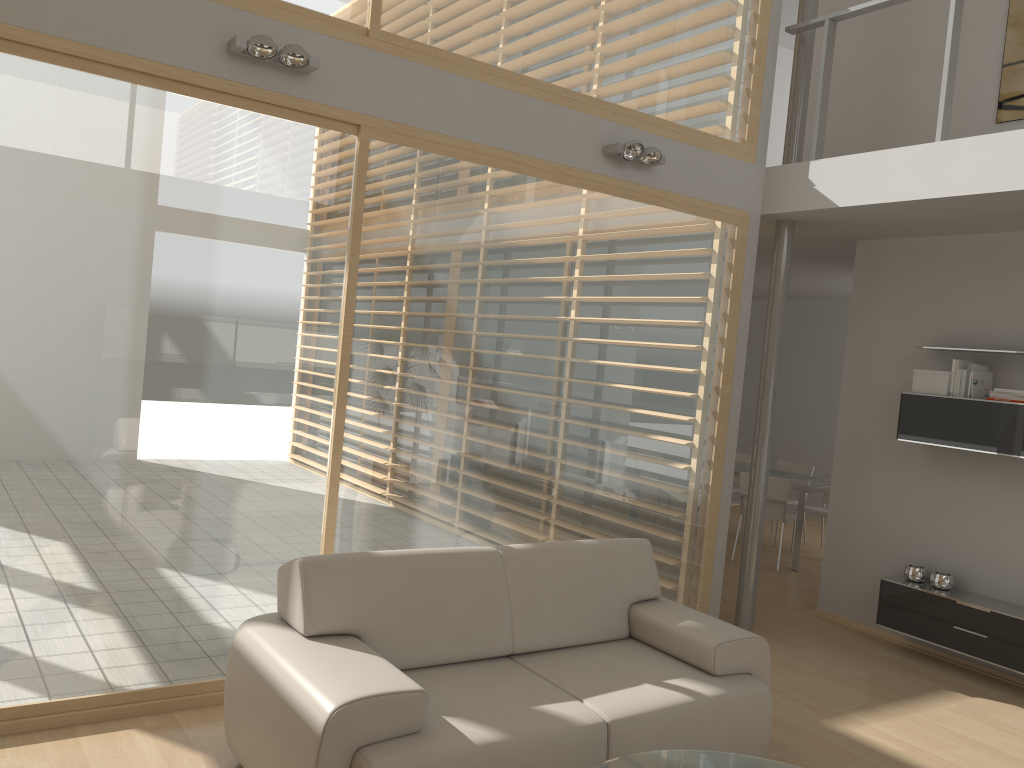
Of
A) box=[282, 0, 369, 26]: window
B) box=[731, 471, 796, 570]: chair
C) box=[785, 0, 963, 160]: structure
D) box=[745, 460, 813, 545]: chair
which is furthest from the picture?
box=[745, 460, 813, 545]: chair

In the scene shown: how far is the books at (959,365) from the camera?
5.42m

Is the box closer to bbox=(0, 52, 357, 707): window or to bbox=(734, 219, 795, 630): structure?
bbox=(734, 219, 795, 630): structure

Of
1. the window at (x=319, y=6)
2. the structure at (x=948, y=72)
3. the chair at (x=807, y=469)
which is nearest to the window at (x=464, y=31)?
the window at (x=319, y=6)

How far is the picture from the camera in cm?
545

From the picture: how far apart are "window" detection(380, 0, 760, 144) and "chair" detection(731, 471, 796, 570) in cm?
337

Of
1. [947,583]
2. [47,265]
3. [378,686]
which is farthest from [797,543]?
[47,265]

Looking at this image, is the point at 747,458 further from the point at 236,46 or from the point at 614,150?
the point at 236,46

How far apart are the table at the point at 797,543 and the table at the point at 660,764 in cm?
505

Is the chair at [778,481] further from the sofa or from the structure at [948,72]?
the sofa
